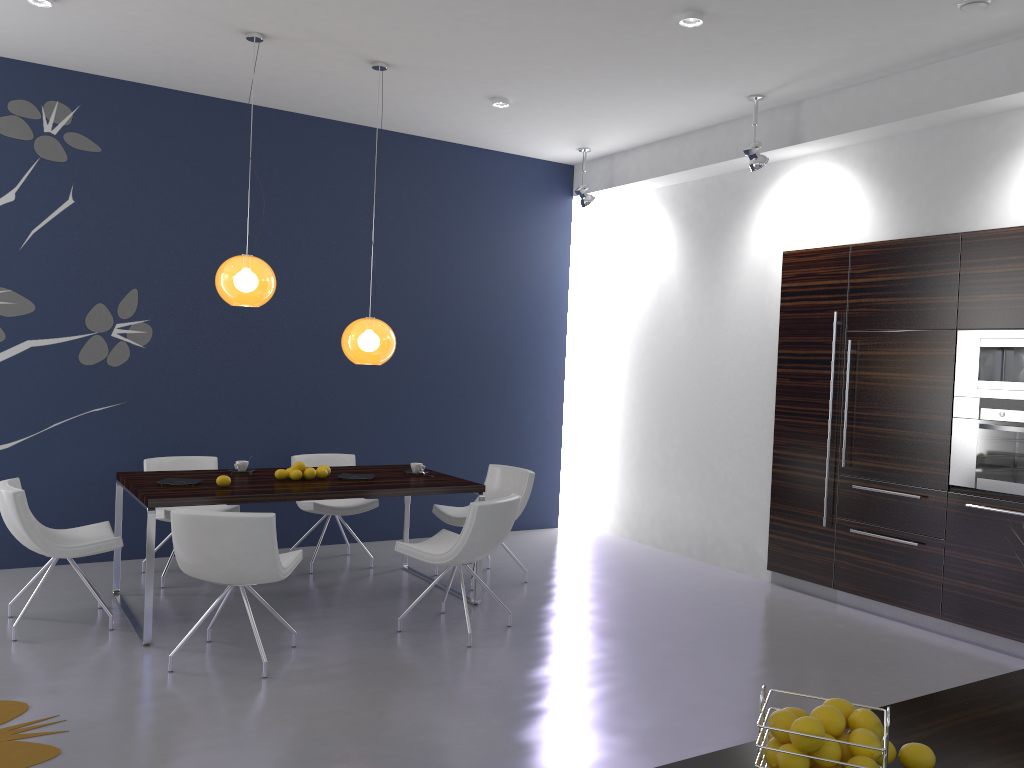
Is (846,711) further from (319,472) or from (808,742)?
(319,472)

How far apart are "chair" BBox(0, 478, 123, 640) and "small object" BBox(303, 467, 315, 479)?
1.1 meters

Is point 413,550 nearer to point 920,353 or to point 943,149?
point 920,353

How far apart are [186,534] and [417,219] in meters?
4.1 m

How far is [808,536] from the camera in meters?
6.4 m

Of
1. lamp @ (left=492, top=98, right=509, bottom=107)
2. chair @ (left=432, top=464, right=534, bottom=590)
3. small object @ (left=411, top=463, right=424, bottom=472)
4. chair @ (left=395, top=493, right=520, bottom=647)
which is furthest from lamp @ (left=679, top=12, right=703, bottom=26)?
small object @ (left=411, top=463, right=424, bottom=472)

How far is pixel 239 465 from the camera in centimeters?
580cm

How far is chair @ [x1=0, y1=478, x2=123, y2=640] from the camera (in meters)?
4.66

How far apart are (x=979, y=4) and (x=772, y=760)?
4.34m

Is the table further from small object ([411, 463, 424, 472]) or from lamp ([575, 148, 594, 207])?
lamp ([575, 148, 594, 207])
